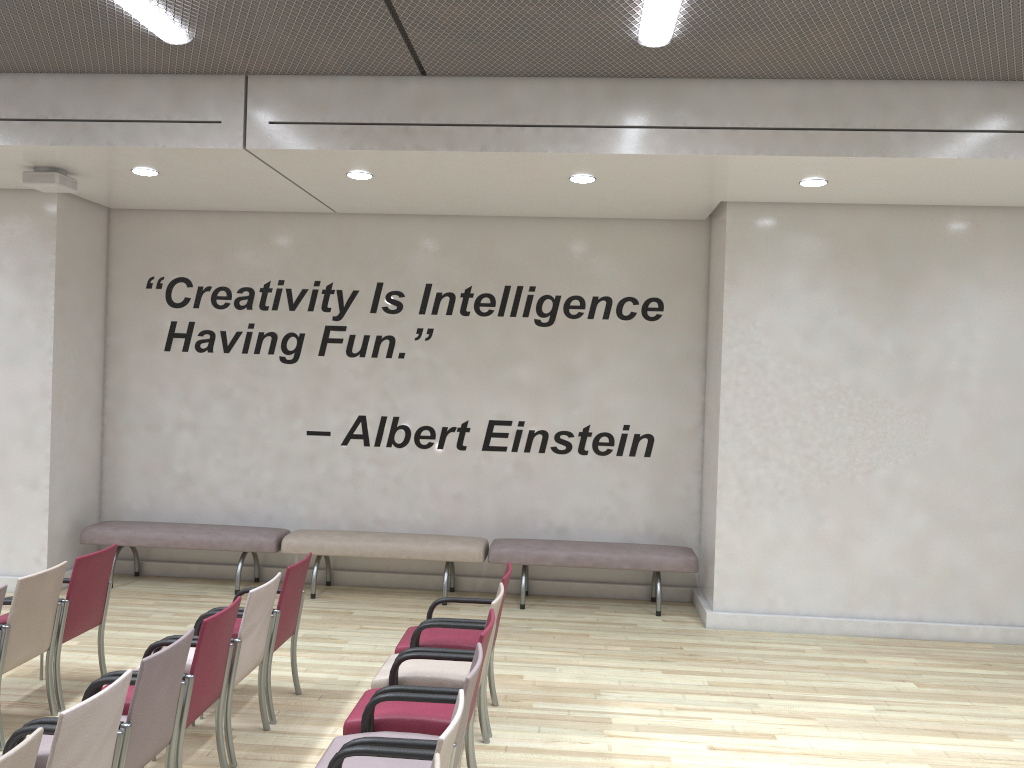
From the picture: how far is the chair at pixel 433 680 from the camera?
4.4m

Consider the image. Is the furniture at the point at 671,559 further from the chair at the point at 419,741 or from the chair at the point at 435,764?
the chair at the point at 435,764

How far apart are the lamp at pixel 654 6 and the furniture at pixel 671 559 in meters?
4.3 m

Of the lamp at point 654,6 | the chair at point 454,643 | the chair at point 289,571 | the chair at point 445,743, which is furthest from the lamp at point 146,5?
the chair at point 445,743

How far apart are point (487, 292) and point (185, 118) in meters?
3.2

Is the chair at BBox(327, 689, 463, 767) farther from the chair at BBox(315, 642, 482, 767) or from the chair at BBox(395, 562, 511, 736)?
the chair at BBox(395, 562, 511, 736)

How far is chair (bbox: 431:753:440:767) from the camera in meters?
2.5

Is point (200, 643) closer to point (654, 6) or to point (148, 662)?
point (148, 662)

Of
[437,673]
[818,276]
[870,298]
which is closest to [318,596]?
[437,673]

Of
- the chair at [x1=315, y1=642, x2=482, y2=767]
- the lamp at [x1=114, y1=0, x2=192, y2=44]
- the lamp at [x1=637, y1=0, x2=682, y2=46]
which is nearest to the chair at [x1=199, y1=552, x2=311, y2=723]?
the chair at [x1=315, y1=642, x2=482, y2=767]
